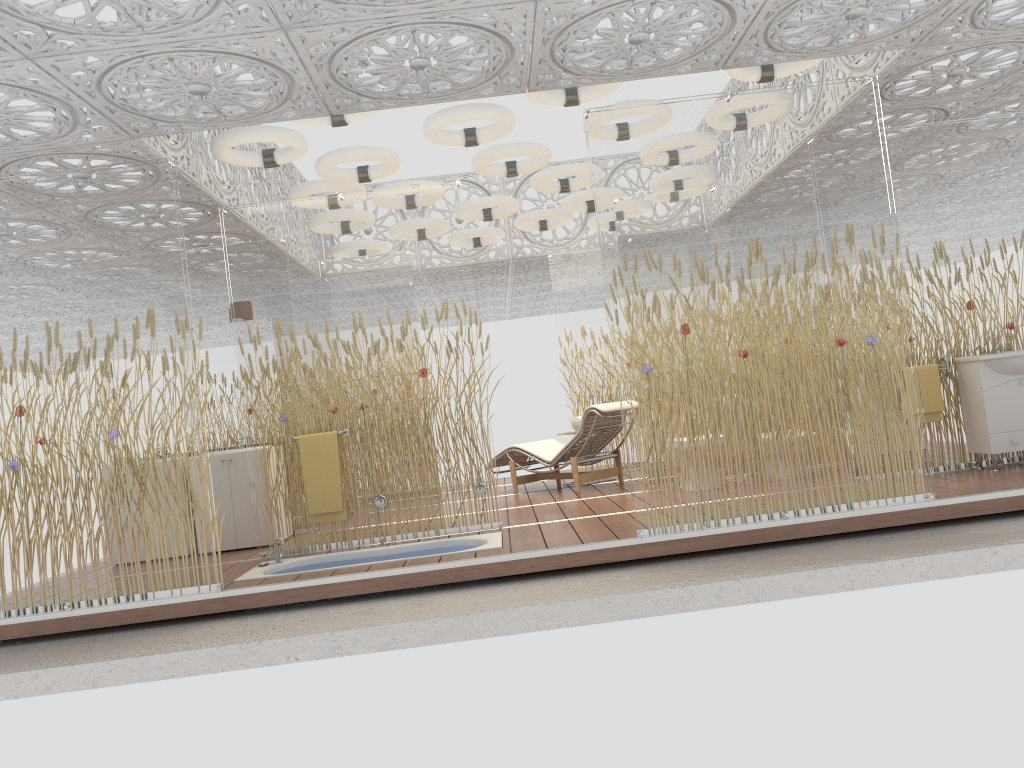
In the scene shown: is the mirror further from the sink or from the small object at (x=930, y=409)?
the sink

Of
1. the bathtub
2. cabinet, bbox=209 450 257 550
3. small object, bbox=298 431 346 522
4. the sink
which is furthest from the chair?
the sink

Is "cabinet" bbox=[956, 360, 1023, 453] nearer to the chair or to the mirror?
the chair

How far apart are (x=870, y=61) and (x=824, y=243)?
1.69m

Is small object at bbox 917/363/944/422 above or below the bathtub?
above

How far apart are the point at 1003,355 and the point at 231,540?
6.0m

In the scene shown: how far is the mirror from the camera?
7.73m

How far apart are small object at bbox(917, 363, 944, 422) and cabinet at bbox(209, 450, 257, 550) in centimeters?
525cm

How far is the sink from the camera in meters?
6.2

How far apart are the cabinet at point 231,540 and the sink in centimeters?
563cm
